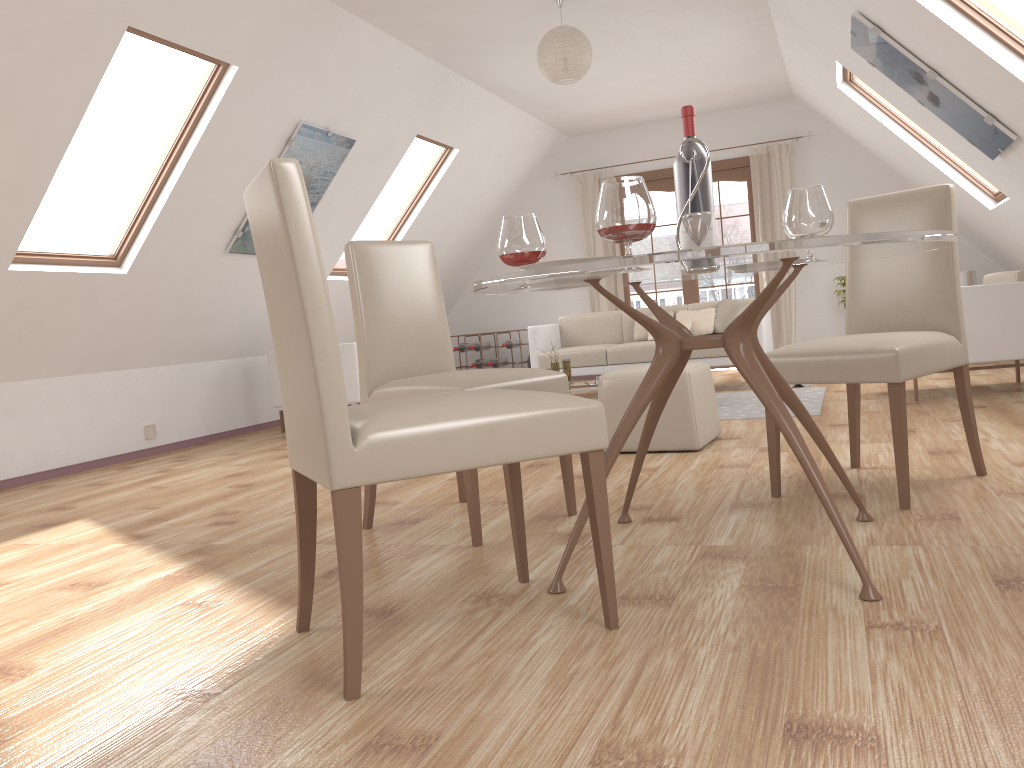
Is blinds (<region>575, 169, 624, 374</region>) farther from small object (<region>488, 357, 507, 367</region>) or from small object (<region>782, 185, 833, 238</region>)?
small object (<region>782, 185, 833, 238</region>)

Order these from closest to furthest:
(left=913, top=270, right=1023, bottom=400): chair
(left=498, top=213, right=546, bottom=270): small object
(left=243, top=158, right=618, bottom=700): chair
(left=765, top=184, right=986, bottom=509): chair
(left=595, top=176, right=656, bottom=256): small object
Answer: (left=243, top=158, right=618, bottom=700): chair → (left=595, top=176, right=656, bottom=256): small object → (left=498, top=213, right=546, bottom=270): small object → (left=765, top=184, right=986, bottom=509): chair → (left=913, top=270, right=1023, bottom=400): chair

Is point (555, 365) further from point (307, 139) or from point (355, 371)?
point (307, 139)

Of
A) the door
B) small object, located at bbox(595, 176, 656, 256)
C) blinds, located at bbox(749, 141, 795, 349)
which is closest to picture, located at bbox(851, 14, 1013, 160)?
small object, located at bbox(595, 176, 656, 256)

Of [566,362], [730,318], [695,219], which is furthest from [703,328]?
[695,219]

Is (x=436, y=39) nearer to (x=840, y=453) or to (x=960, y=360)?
(x=840, y=453)

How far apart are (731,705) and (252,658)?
1.01m

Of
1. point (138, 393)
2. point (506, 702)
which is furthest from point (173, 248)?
point (506, 702)

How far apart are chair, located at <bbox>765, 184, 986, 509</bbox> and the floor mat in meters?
1.7 m

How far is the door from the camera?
8.9m
